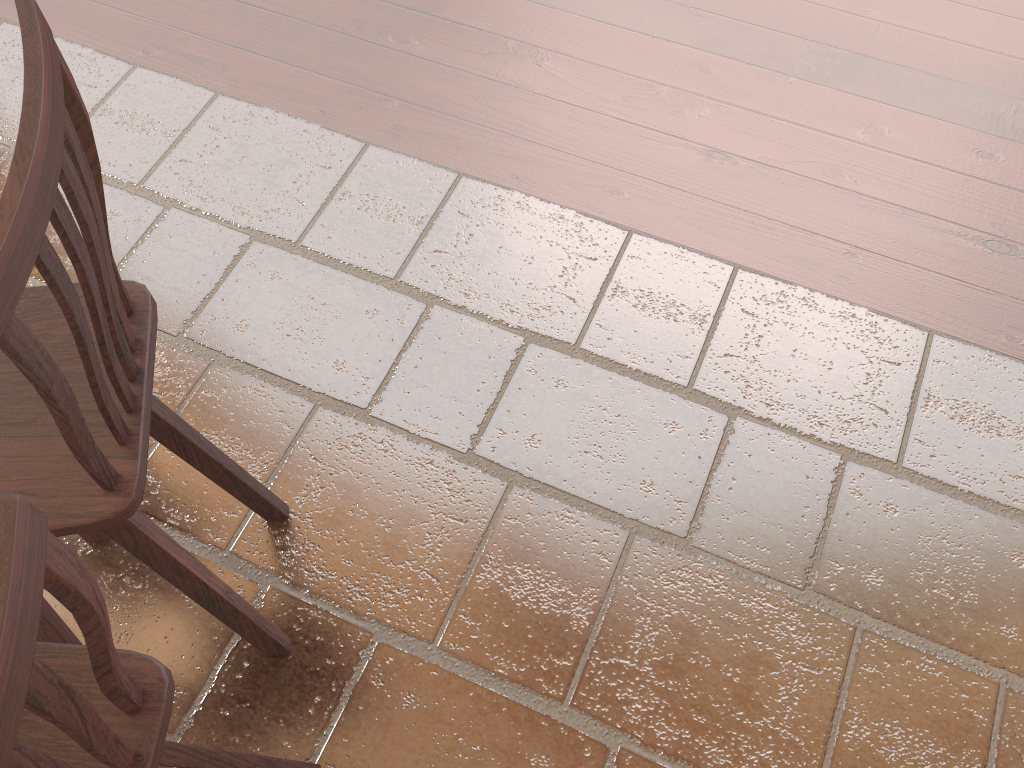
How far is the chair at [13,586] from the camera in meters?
0.6 m

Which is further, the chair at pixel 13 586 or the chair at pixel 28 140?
the chair at pixel 28 140

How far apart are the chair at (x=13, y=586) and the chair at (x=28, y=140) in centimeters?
14cm

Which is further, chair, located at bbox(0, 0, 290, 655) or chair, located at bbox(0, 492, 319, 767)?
chair, located at bbox(0, 0, 290, 655)

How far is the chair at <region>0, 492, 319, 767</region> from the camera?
0.6 meters

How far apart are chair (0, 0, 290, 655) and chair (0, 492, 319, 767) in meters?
0.1 m

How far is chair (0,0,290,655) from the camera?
0.8 meters

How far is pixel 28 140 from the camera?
0.8 meters
